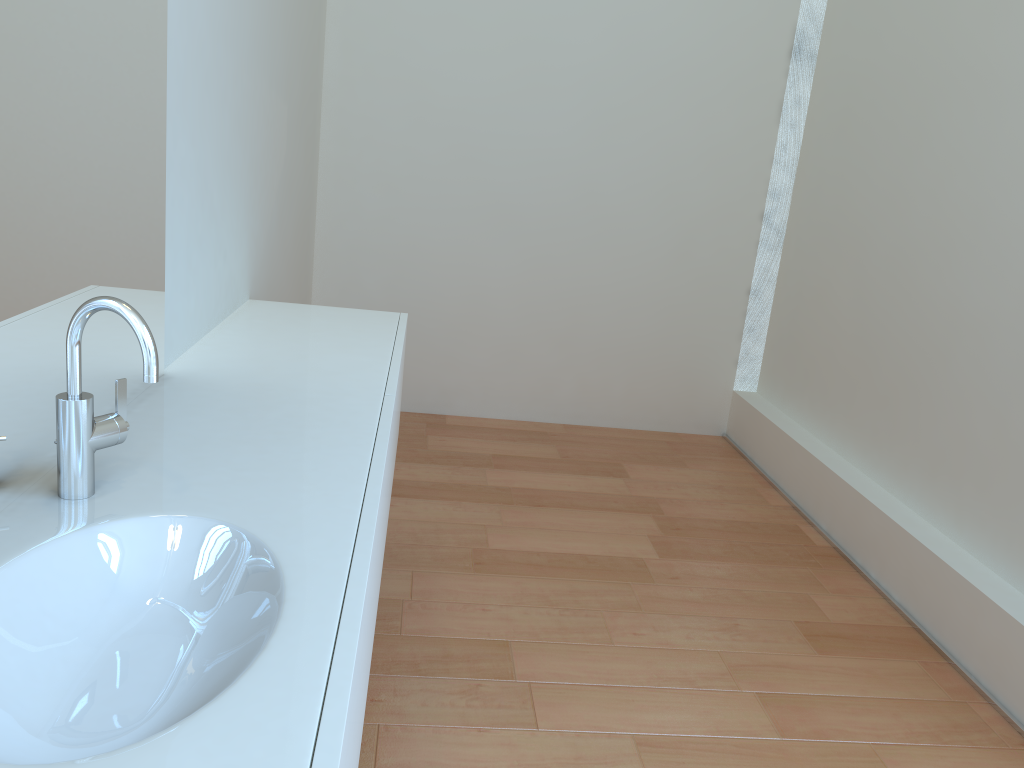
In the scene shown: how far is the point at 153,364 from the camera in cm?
104

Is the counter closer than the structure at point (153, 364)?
Yes

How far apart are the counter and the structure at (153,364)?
0.01m

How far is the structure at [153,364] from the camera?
1.0m

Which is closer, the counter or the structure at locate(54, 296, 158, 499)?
the counter

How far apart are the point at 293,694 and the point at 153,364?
0.5m

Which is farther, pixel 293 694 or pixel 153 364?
pixel 153 364

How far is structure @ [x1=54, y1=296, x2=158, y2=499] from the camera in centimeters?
104cm

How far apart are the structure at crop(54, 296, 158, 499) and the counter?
0.0 meters
